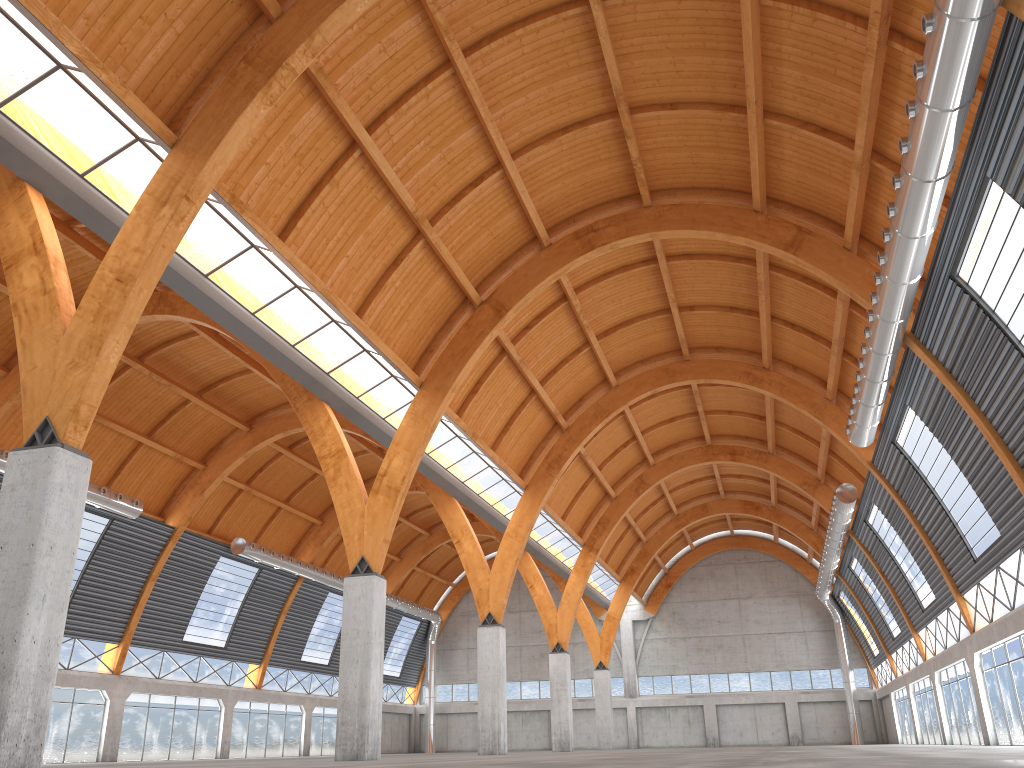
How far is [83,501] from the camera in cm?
1987
